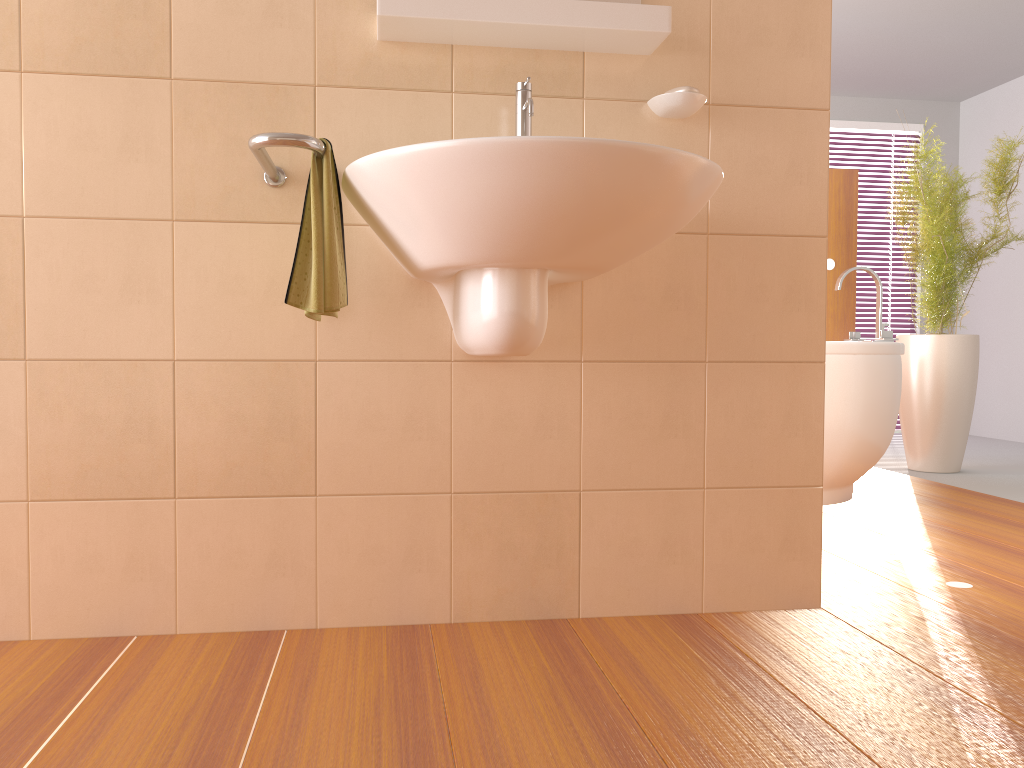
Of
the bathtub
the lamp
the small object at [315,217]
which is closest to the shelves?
the small object at [315,217]

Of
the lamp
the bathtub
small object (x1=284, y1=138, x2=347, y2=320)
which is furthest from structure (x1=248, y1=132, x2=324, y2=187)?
the lamp

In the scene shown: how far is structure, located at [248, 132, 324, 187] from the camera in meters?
1.4

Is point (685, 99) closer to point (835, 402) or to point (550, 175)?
point (550, 175)

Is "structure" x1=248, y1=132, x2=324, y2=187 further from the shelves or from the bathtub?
the bathtub

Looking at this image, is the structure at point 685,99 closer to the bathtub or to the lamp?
the bathtub

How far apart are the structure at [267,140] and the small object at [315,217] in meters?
0.0 m

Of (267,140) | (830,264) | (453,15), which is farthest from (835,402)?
(267,140)

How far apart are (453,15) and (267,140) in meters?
0.5 m

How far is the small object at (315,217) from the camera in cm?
148
